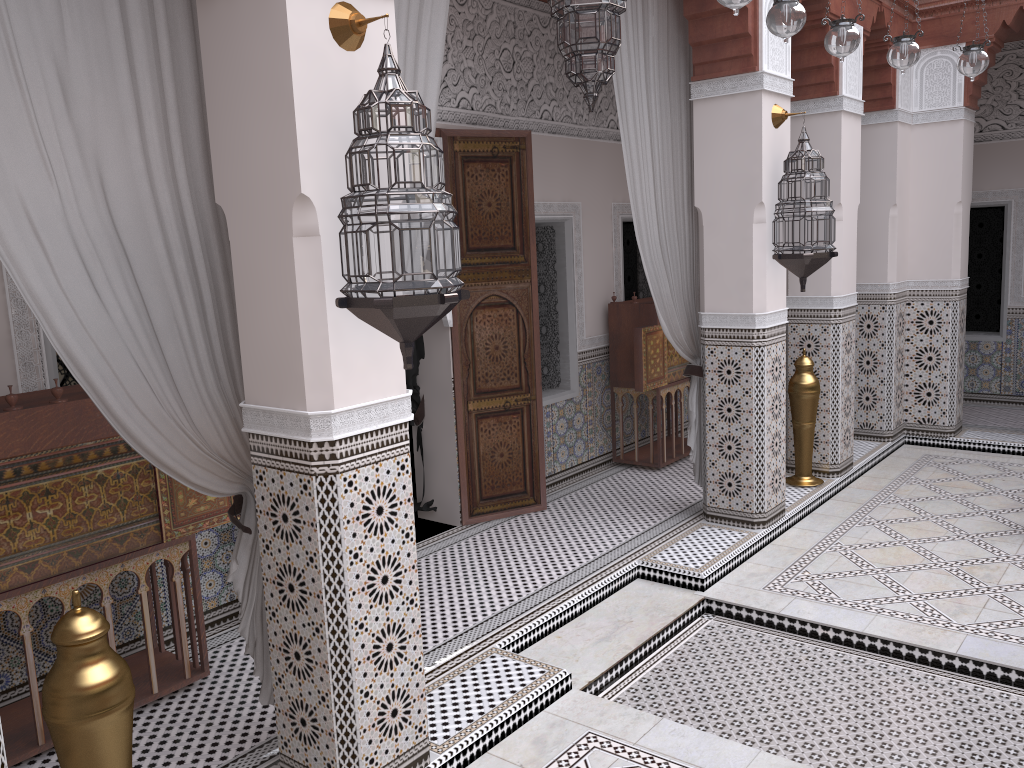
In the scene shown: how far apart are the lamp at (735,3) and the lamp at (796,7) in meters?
0.3

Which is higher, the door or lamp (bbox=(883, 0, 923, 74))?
lamp (bbox=(883, 0, 923, 74))

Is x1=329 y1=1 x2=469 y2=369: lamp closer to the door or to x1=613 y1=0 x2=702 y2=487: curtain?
x1=613 y1=0 x2=702 y2=487: curtain

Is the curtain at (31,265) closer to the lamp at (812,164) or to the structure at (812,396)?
the lamp at (812,164)

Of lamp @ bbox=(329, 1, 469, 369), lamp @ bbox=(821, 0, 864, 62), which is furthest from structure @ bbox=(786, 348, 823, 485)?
lamp @ bbox=(329, 1, 469, 369)

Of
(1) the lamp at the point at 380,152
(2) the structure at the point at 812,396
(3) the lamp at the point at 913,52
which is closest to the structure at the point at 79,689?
(1) the lamp at the point at 380,152

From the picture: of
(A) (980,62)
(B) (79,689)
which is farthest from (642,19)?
(B) (79,689)

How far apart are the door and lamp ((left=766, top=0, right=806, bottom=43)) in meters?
1.4 m

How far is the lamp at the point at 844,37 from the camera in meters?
2.0

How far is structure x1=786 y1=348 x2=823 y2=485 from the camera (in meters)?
3.45
